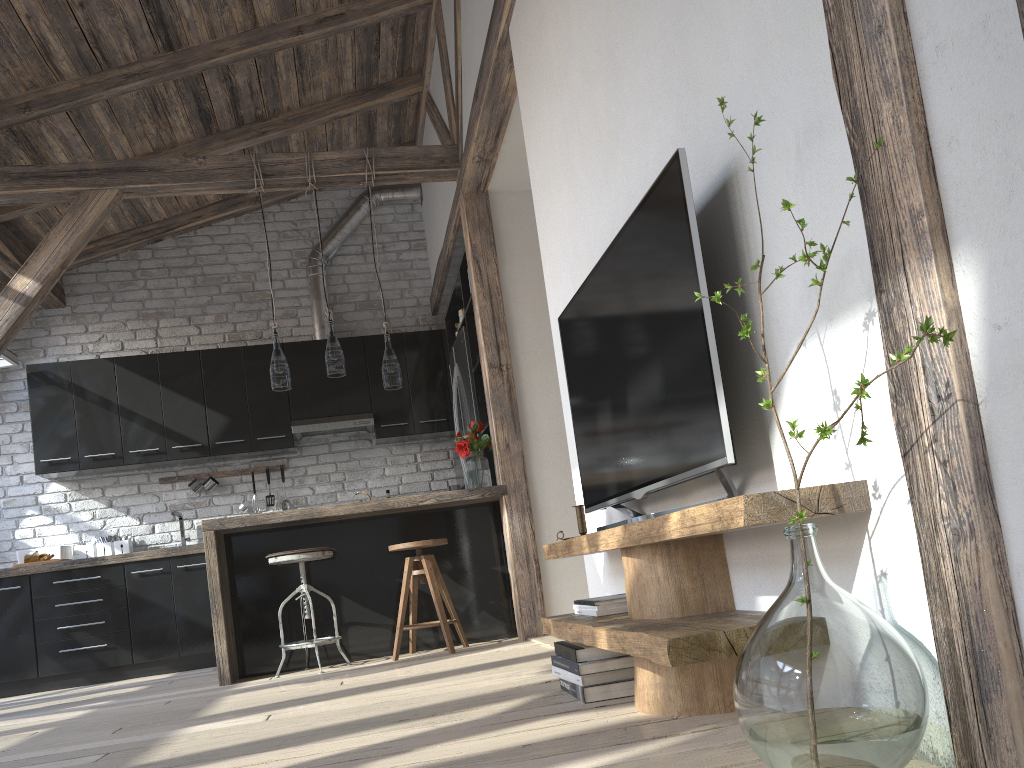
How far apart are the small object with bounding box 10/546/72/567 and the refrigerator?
2.9 meters

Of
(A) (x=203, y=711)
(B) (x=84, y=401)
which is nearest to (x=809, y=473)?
(A) (x=203, y=711)

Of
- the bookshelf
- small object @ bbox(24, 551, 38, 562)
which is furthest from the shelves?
small object @ bbox(24, 551, 38, 562)

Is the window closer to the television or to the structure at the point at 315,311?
the structure at the point at 315,311

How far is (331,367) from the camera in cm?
487

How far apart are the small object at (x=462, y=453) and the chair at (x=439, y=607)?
0.4 meters

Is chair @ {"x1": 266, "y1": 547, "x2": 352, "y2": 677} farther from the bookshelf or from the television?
the bookshelf

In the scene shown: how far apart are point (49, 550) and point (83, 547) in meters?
0.2

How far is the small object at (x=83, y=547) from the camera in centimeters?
629cm

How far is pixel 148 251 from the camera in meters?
7.0
